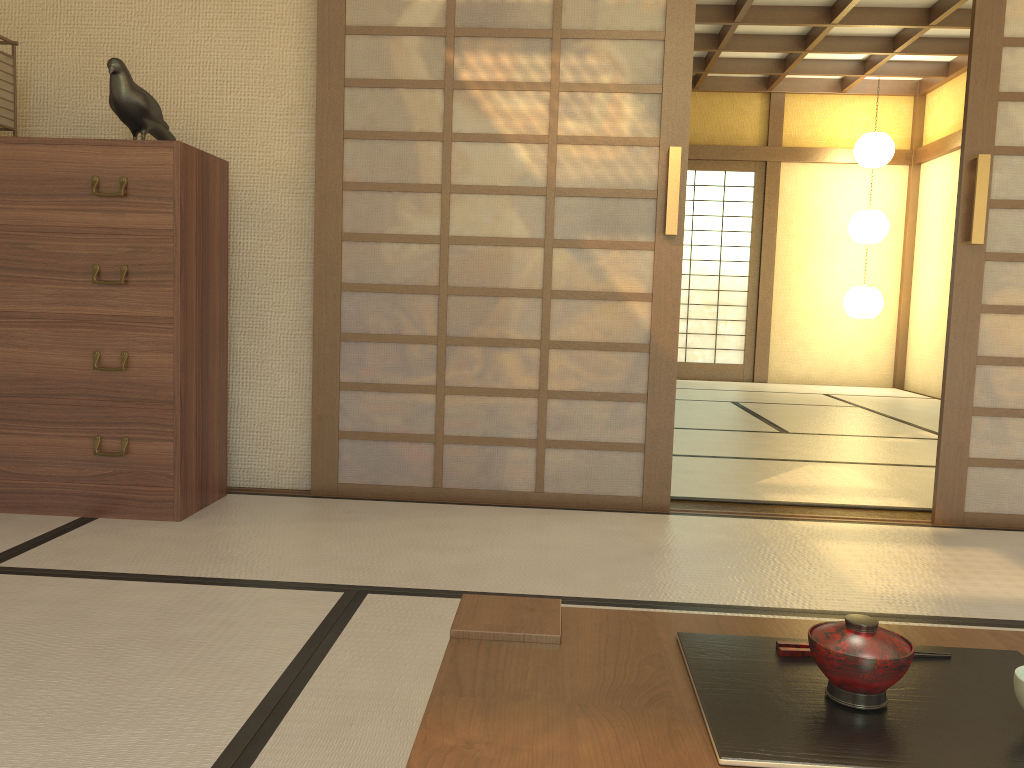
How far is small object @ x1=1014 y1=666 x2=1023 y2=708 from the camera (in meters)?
0.83

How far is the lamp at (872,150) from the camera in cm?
817

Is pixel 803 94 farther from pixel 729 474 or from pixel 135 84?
pixel 135 84

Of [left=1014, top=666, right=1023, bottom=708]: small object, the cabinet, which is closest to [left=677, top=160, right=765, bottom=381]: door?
the cabinet

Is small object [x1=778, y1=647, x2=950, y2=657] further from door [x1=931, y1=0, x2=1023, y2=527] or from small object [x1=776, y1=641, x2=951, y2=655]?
door [x1=931, y1=0, x2=1023, y2=527]

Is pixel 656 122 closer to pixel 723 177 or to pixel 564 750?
pixel 564 750

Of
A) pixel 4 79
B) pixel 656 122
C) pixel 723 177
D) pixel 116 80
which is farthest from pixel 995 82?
pixel 723 177

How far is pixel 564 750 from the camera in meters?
0.8 m

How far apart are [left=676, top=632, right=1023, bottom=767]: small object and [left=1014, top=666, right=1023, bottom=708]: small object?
0.0 meters

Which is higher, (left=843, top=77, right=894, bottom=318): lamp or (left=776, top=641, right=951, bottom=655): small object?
(left=843, top=77, right=894, bottom=318): lamp
